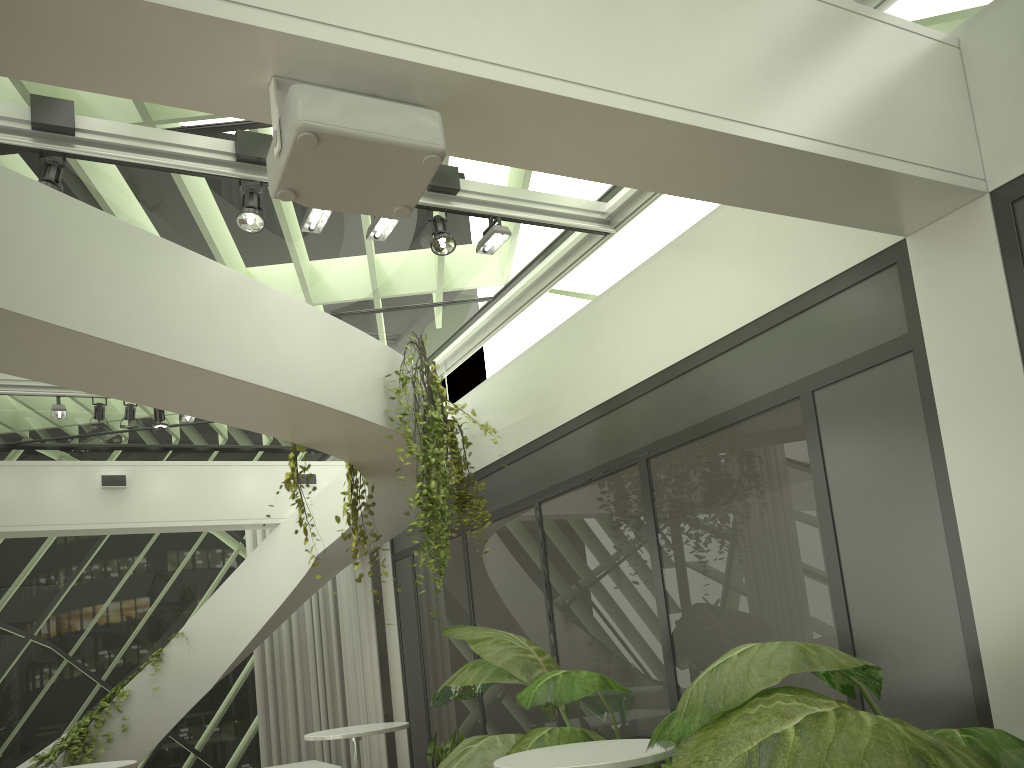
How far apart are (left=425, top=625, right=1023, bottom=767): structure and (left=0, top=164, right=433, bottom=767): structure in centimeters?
132cm

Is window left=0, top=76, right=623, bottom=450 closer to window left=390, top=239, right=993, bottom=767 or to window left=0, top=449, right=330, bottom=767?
window left=0, top=449, right=330, bottom=767

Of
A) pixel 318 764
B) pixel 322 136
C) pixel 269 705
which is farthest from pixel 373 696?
pixel 322 136

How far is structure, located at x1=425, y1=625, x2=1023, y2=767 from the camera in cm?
249

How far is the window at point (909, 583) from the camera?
3.94m

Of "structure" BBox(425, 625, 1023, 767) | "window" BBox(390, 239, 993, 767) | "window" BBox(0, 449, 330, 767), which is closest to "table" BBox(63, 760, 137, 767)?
"structure" BBox(425, 625, 1023, 767)

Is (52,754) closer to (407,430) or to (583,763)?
(407,430)

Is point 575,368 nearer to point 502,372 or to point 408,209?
point 502,372

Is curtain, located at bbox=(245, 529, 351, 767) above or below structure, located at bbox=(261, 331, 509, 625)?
below

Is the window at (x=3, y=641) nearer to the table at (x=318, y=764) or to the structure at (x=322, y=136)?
the table at (x=318, y=764)
